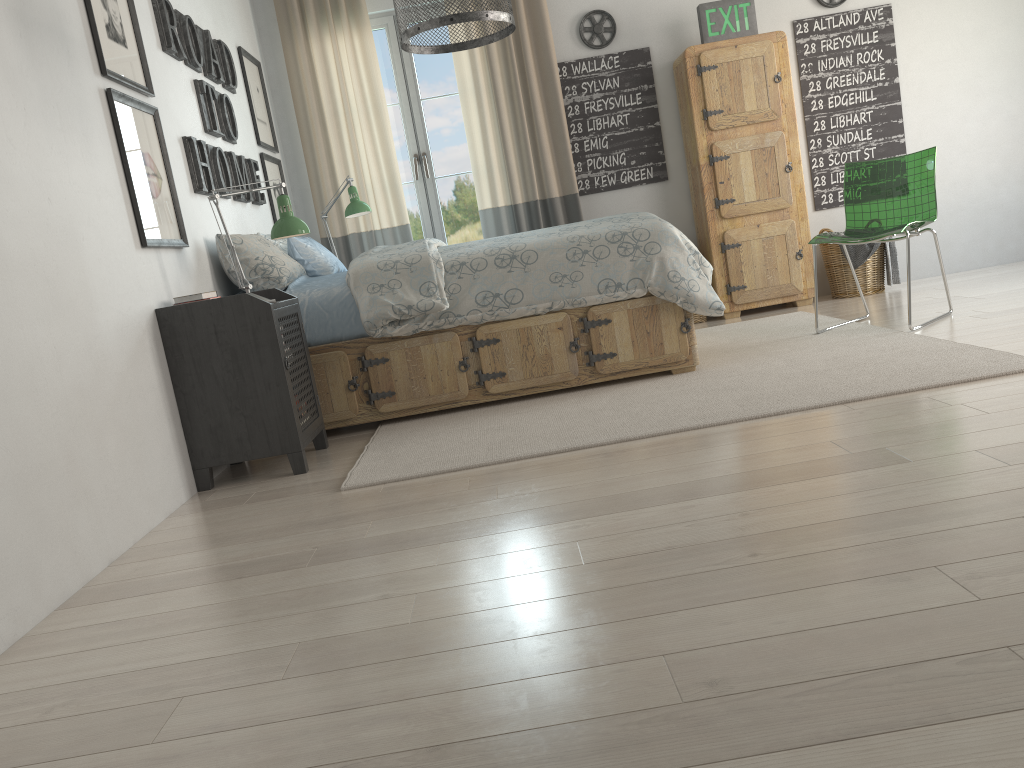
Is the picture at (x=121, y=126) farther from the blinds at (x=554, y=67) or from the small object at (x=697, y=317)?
the small object at (x=697, y=317)

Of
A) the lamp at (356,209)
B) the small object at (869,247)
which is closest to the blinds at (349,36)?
the lamp at (356,209)

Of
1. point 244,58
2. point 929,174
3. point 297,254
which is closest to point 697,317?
point 929,174

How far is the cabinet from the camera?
5.0m

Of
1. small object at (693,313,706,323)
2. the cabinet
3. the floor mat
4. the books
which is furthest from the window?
the books

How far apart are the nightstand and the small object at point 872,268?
3.3 meters

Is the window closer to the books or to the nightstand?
the nightstand

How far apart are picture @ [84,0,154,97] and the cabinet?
3.0 meters

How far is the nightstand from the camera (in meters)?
2.98

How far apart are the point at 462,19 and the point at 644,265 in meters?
1.3
